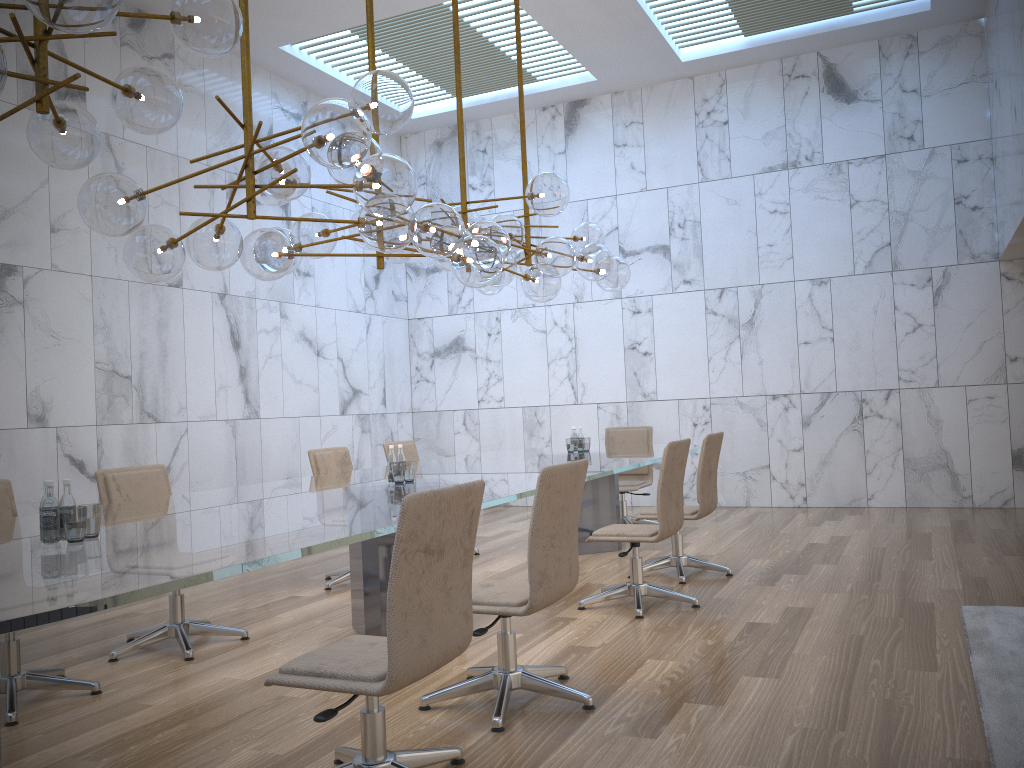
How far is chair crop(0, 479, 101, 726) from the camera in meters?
3.9 m

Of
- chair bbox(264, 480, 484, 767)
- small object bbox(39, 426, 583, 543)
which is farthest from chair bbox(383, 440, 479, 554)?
chair bbox(264, 480, 484, 767)

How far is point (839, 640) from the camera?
4.4 meters

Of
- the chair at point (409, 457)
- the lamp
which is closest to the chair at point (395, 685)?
the lamp

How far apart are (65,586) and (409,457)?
5.5 meters

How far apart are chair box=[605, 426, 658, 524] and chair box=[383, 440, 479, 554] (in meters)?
2.05

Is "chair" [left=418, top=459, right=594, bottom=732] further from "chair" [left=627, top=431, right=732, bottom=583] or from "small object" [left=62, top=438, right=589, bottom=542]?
"chair" [left=627, top=431, right=732, bottom=583]

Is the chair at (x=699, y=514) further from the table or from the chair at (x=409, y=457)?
the chair at (x=409, y=457)

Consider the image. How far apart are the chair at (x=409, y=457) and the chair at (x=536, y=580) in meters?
3.8

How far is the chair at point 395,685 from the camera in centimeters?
254cm
